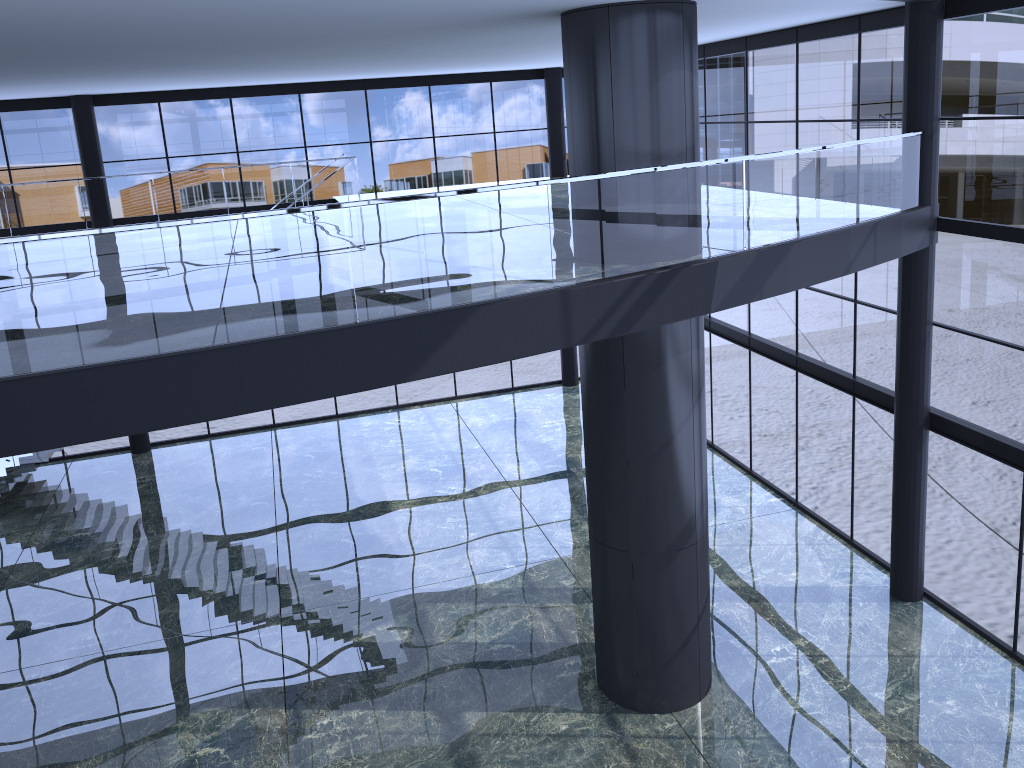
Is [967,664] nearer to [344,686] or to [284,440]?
[344,686]

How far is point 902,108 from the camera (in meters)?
12.43
